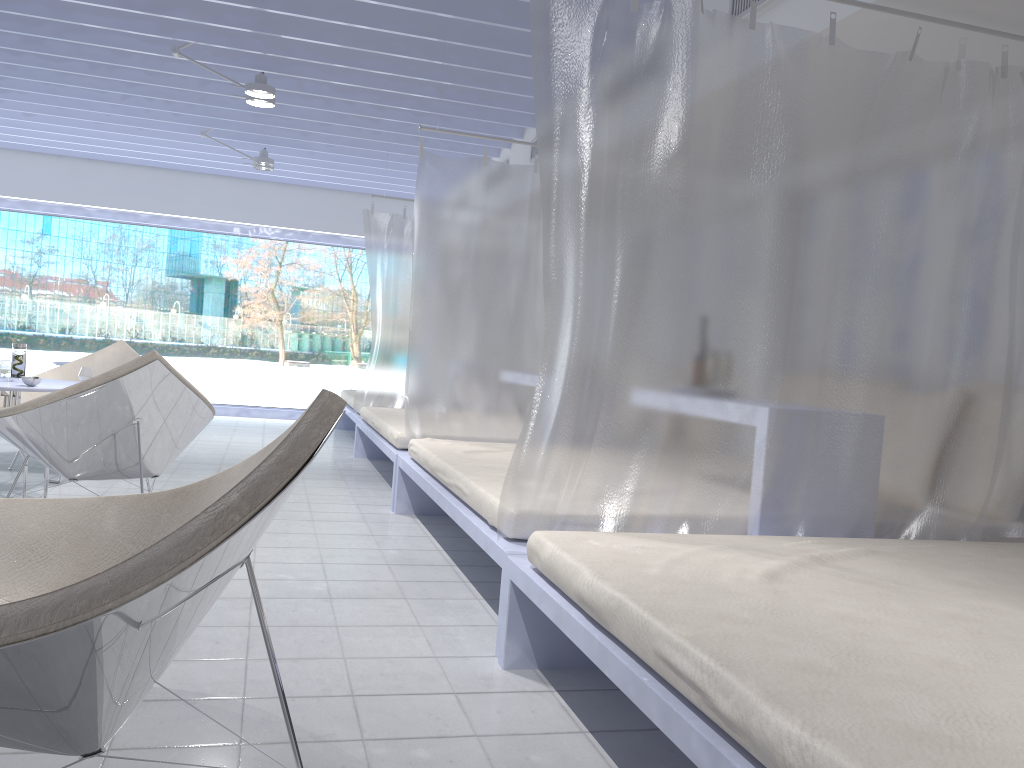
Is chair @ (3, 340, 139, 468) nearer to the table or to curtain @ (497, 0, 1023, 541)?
the table

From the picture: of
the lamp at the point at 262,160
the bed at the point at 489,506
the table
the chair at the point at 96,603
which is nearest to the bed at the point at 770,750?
the bed at the point at 489,506

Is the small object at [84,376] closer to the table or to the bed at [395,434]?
the table

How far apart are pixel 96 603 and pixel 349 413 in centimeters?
630cm

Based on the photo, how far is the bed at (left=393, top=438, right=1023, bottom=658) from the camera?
2.8m

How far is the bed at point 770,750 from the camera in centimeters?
115cm

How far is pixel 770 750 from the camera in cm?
115

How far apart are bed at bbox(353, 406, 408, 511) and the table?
1.6 meters

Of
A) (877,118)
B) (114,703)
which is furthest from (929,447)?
(114,703)

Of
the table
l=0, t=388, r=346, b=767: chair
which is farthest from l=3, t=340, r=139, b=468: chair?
l=0, t=388, r=346, b=767: chair
